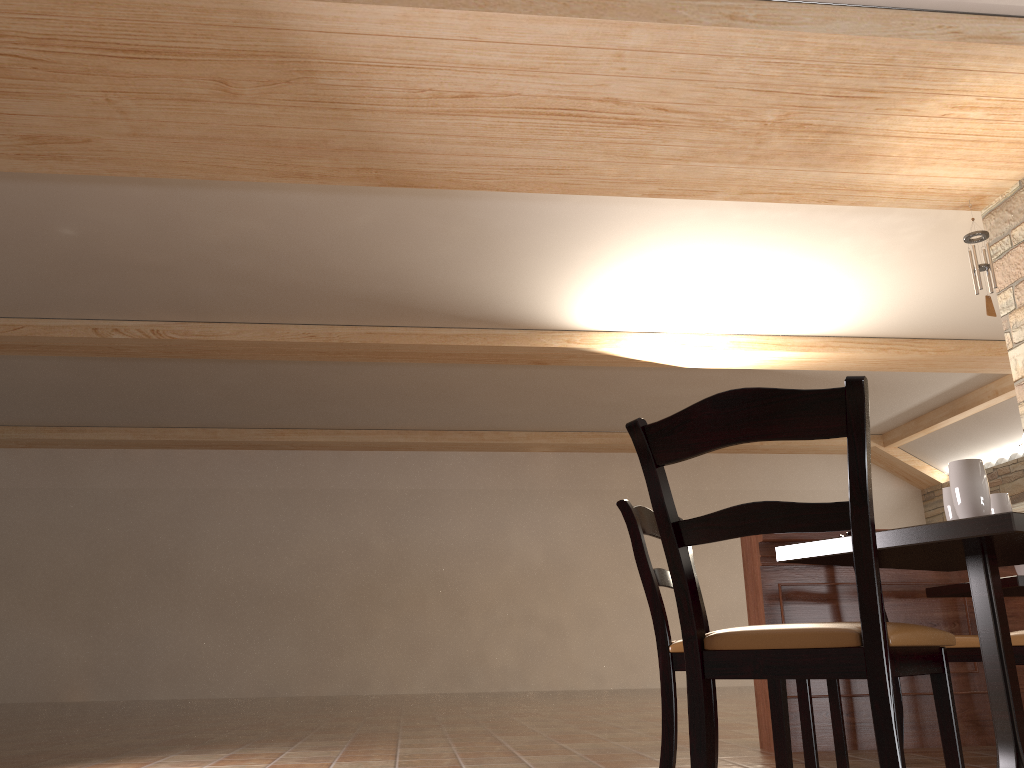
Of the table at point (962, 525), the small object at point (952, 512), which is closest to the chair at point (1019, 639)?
the table at point (962, 525)

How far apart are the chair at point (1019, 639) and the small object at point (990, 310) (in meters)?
3.36

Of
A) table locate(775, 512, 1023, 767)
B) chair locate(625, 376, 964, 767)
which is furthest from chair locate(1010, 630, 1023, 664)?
chair locate(625, 376, 964, 767)

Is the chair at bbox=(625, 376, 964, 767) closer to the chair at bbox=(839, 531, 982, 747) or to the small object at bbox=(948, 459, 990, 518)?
the small object at bbox=(948, 459, 990, 518)

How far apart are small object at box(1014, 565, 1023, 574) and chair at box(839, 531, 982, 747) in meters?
0.6 m

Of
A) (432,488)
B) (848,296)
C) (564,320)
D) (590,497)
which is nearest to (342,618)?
(432,488)

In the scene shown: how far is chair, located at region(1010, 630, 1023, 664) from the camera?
2.4 meters

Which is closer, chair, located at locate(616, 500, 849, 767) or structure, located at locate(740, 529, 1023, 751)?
chair, located at locate(616, 500, 849, 767)

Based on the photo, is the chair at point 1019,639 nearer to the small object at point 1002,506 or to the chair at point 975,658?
the small object at point 1002,506

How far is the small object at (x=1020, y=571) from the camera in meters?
3.6 m
